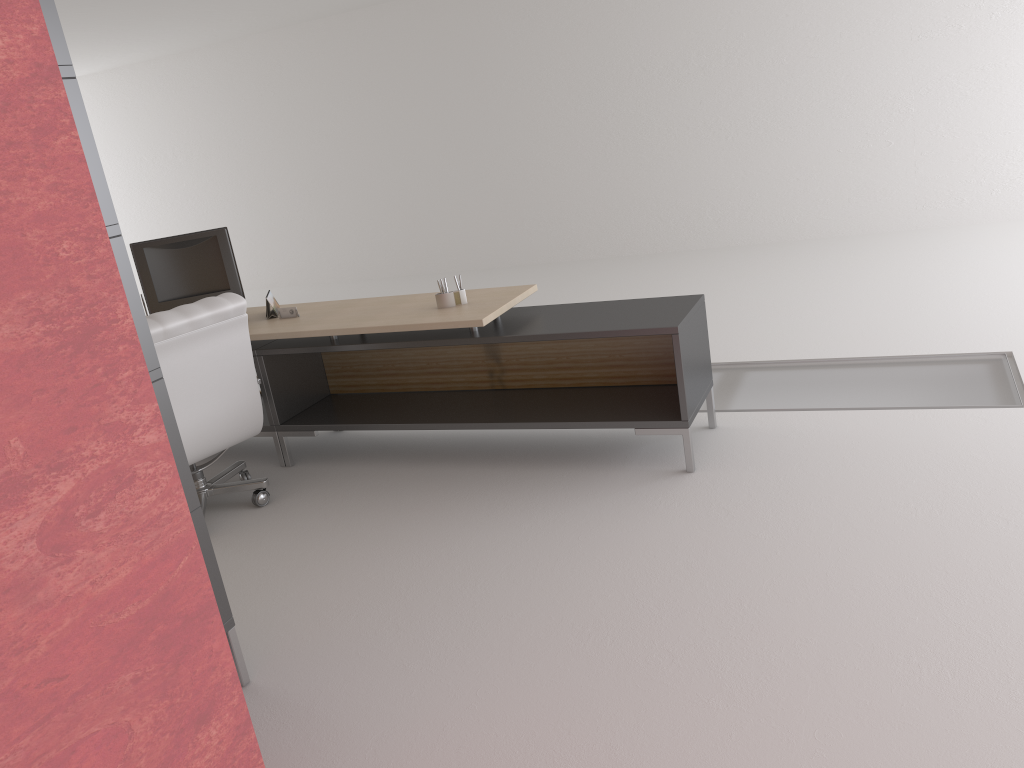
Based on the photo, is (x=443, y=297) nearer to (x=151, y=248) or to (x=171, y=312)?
(x=171, y=312)

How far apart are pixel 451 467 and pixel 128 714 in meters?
4.2 m

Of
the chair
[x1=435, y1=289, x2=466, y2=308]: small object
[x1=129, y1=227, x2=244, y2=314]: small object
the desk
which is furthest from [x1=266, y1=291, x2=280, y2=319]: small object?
[x1=435, y1=289, x2=466, y2=308]: small object

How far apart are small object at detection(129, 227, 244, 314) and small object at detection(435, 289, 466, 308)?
2.2m

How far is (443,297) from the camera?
6.7m

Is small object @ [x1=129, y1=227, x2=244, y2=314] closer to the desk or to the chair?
the desk

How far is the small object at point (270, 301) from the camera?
7.5m

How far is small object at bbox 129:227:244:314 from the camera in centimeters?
764cm

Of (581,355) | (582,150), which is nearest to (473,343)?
(581,355)

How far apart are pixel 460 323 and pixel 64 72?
3.07m
